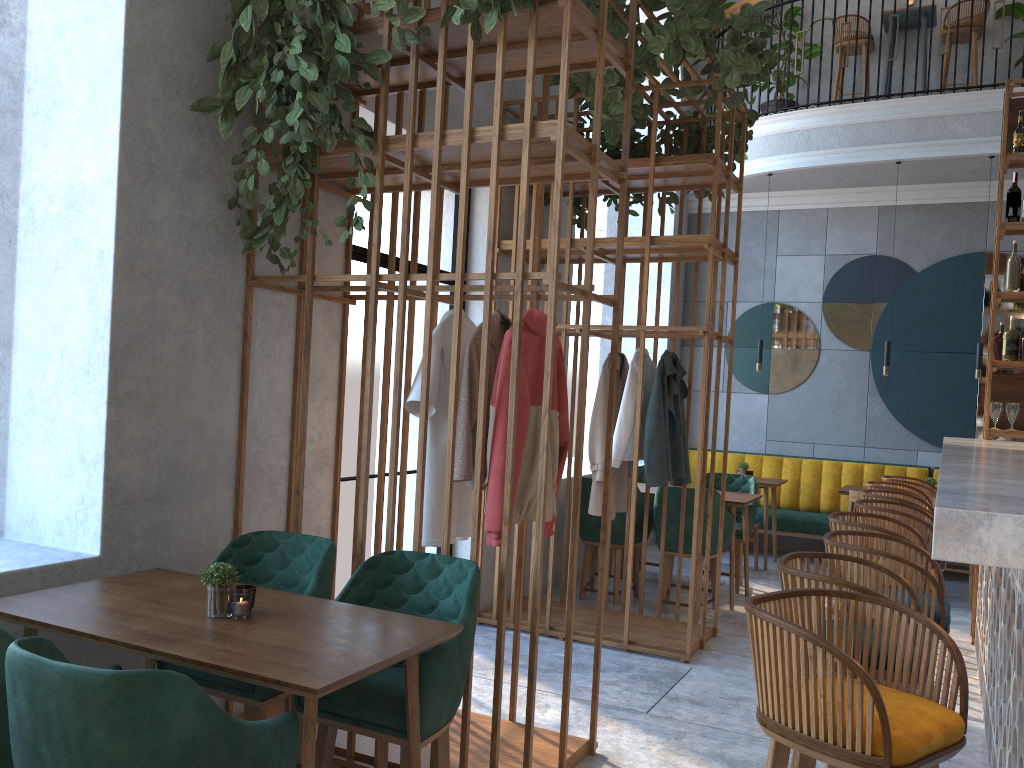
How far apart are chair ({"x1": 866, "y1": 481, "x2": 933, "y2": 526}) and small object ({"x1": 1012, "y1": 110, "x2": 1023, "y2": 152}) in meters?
2.4 m

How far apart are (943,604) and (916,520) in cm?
118

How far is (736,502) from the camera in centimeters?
599cm

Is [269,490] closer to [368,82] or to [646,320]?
[368,82]

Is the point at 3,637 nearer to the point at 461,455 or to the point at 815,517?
the point at 461,455

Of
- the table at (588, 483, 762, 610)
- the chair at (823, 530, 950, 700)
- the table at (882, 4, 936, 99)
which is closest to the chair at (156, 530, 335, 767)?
the chair at (823, 530, 950, 700)

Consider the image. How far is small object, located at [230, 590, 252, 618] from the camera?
2.41m

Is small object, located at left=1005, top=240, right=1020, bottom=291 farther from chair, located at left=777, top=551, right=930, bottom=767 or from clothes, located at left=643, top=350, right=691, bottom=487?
chair, located at left=777, top=551, right=930, bottom=767

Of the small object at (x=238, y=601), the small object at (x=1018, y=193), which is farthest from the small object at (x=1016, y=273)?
the small object at (x=238, y=601)

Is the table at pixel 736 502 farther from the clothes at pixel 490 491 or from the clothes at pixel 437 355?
the clothes at pixel 437 355
